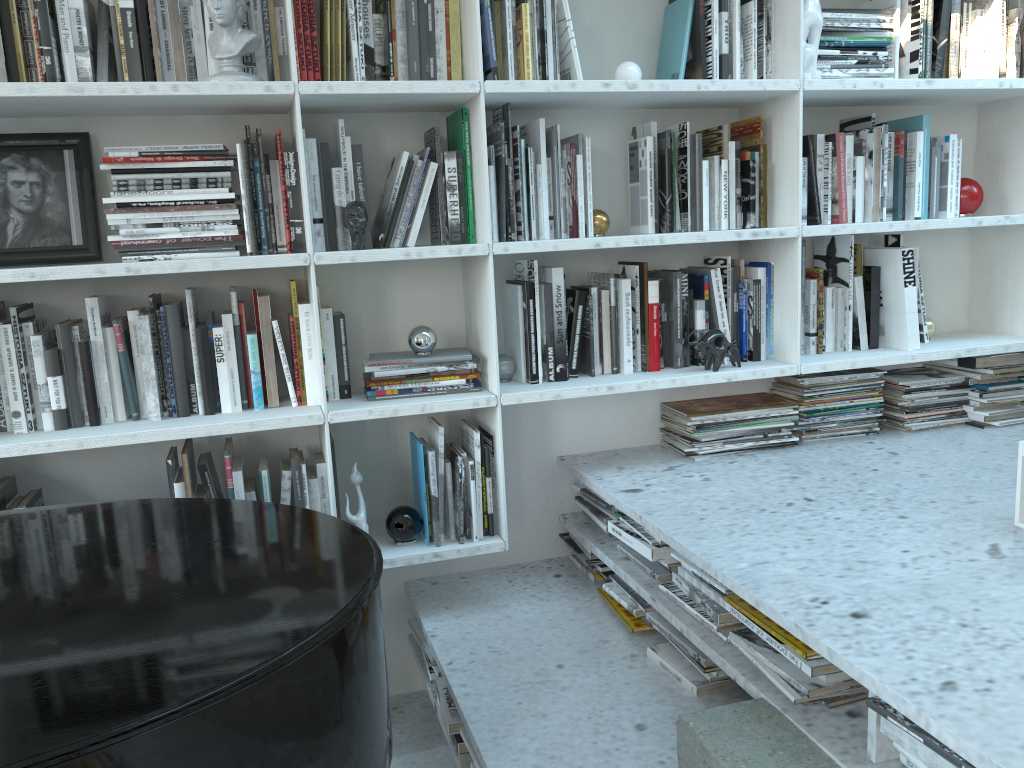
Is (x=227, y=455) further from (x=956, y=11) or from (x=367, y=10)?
(x=956, y=11)

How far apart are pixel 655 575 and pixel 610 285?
0.76m

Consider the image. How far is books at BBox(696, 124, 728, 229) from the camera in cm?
237

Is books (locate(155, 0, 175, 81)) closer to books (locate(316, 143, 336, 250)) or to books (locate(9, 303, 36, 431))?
books (locate(316, 143, 336, 250))

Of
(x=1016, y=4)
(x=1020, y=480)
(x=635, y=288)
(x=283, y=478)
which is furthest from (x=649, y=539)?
(x=1016, y=4)

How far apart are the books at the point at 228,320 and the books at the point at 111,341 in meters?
0.2

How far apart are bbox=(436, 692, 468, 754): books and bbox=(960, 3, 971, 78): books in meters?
2.3

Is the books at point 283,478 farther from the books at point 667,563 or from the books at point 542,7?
the books at point 542,7

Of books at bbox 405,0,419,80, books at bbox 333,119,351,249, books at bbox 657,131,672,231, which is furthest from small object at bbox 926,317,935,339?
books at bbox 333,119,351,249

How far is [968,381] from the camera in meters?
2.7 m
